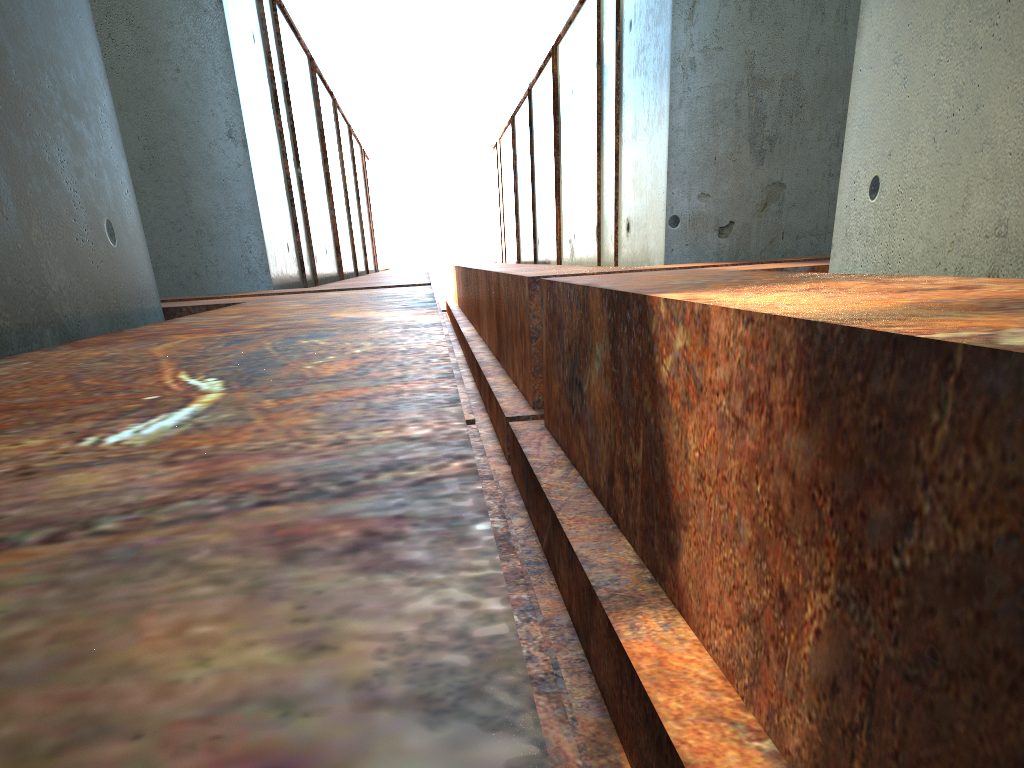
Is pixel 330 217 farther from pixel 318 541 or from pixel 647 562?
pixel 318 541
